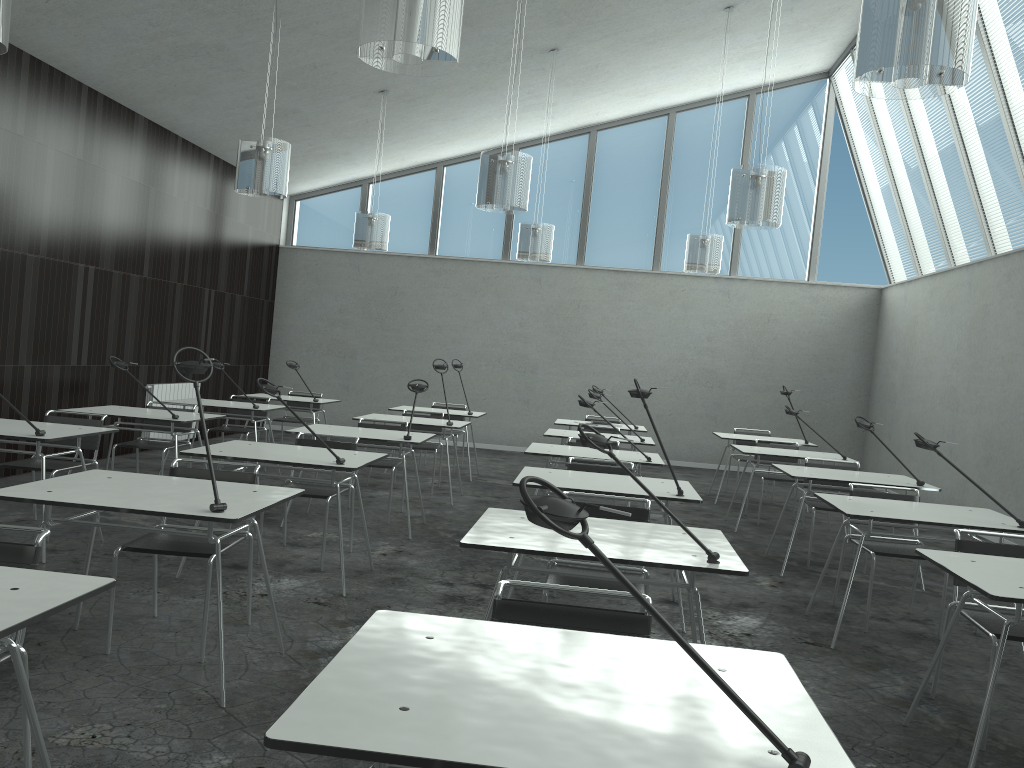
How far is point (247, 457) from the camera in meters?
4.4 m

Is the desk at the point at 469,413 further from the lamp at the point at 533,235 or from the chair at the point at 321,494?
the chair at the point at 321,494

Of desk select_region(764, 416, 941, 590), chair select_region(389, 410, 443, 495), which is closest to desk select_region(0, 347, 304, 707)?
desk select_region(764, 416, 941, 590)

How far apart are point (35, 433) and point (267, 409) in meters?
2.9

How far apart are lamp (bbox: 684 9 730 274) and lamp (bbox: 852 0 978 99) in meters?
Result: 5.5

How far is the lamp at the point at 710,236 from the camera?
8.6m

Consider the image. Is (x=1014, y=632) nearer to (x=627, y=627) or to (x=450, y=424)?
(x=627, y=627)

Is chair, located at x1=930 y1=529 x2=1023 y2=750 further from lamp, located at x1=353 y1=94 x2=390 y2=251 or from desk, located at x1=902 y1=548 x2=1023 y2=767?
lamp, located at x1=353 y1=94 x2=390 y2=251

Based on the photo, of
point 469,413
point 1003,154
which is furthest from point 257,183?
point 1003,154

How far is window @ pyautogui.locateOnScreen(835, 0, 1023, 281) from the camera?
7.99m
